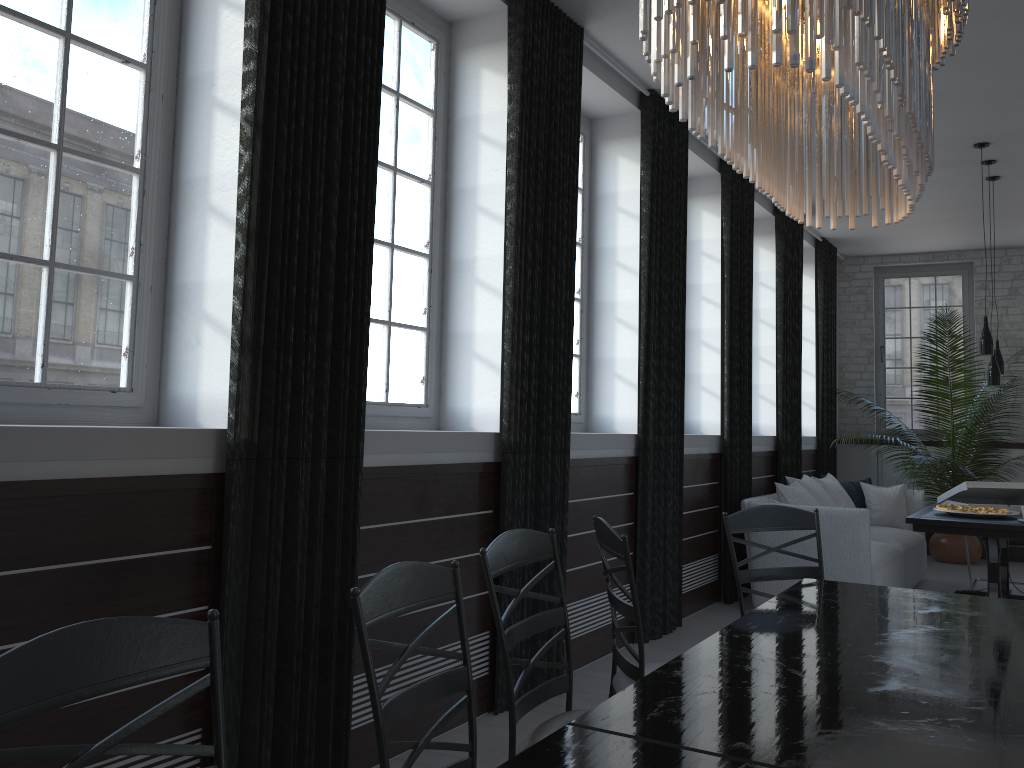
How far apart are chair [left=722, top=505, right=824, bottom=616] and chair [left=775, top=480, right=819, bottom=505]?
3.12m

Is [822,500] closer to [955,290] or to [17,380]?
[955,290]

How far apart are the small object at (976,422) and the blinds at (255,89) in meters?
6.4

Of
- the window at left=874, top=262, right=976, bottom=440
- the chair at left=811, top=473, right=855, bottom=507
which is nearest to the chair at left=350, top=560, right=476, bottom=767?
the chair at left=811, top=473, right=855, bottom=507

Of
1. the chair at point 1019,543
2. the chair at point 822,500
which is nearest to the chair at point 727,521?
the chair at point 822,500

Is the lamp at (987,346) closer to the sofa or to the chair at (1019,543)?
the sofa

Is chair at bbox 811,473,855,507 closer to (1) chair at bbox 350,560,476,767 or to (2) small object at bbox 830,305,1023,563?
(2) small object at bbox 830,305,1023,563

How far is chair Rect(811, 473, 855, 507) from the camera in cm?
736

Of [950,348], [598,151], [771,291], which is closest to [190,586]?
[598,151]

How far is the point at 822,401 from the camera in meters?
9.3
